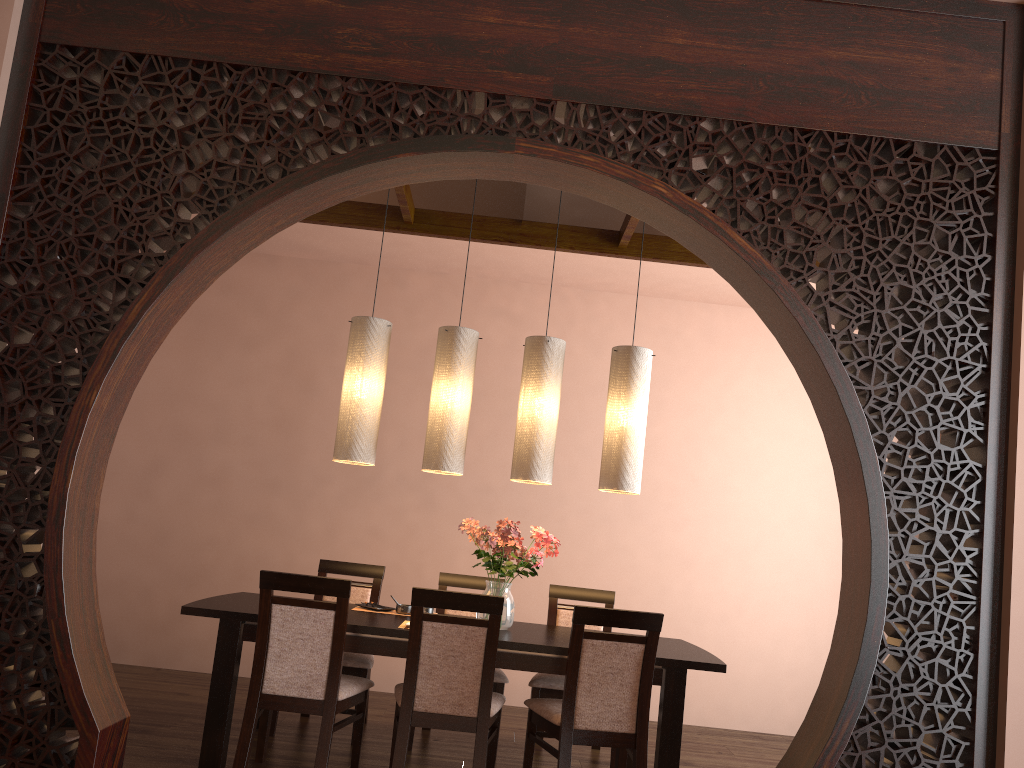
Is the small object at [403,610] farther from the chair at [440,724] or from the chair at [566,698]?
the chair at [566,698]

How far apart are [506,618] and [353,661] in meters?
0.8

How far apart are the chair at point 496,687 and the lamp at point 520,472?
0.9m

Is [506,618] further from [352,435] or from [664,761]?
[352,435]

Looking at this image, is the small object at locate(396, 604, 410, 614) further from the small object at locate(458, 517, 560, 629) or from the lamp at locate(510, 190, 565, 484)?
the lamp at locate(510, 190, 565, 484)

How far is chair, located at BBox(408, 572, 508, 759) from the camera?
4.3 meters

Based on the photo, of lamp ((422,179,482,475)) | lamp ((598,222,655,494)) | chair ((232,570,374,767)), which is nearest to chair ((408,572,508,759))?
chair ((232,570,374,767))

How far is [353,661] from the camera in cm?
428

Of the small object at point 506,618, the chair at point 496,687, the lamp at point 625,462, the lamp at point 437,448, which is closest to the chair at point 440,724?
the small object at point 506,618

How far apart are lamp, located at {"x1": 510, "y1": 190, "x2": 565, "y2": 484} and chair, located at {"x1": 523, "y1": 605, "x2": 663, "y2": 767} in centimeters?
85cm
